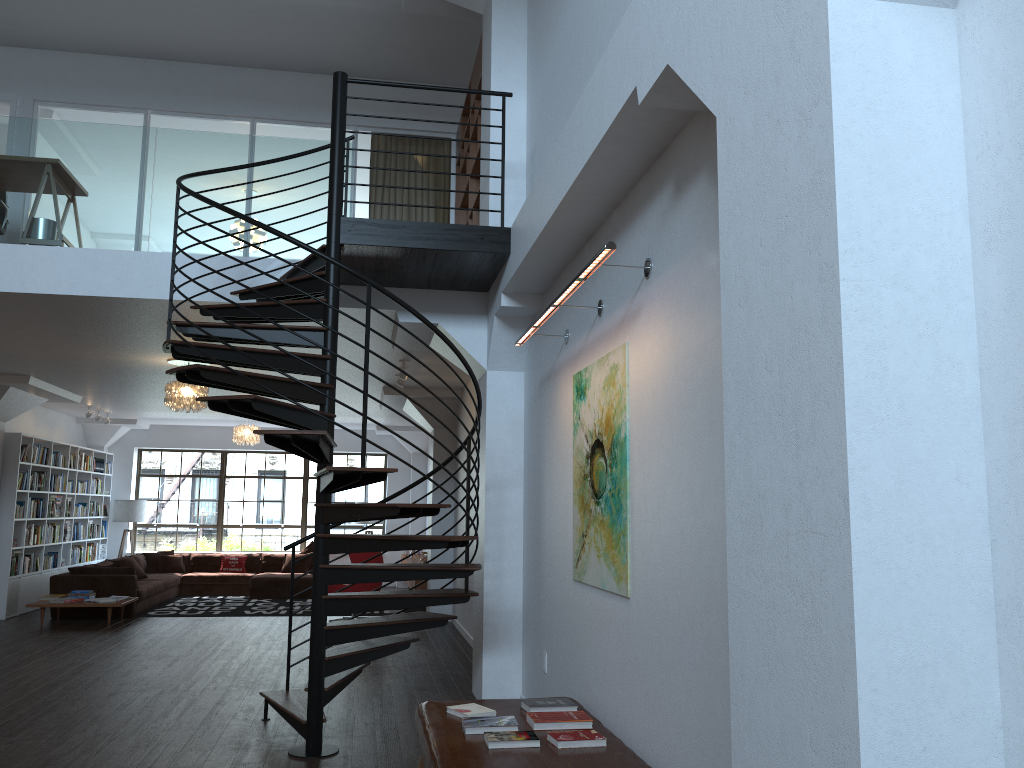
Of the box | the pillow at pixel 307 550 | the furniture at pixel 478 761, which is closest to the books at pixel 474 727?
the furniture at pixel 478 761

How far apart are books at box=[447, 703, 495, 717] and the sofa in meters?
8.8 m

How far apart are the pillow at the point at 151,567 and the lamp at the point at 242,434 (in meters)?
2.86

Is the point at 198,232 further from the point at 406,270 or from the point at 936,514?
the point at 936,514

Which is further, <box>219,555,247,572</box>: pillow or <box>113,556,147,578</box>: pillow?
<box>219,555,247,572</box>: pillow

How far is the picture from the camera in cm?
425

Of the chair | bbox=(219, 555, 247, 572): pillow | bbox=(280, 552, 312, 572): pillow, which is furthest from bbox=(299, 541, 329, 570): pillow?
the chair

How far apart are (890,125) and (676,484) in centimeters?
193cm

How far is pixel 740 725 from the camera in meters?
2.2 m

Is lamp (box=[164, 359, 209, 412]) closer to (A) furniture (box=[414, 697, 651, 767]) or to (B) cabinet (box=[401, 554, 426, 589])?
(B) cabinet (box=[401, 554, 426, 589])
